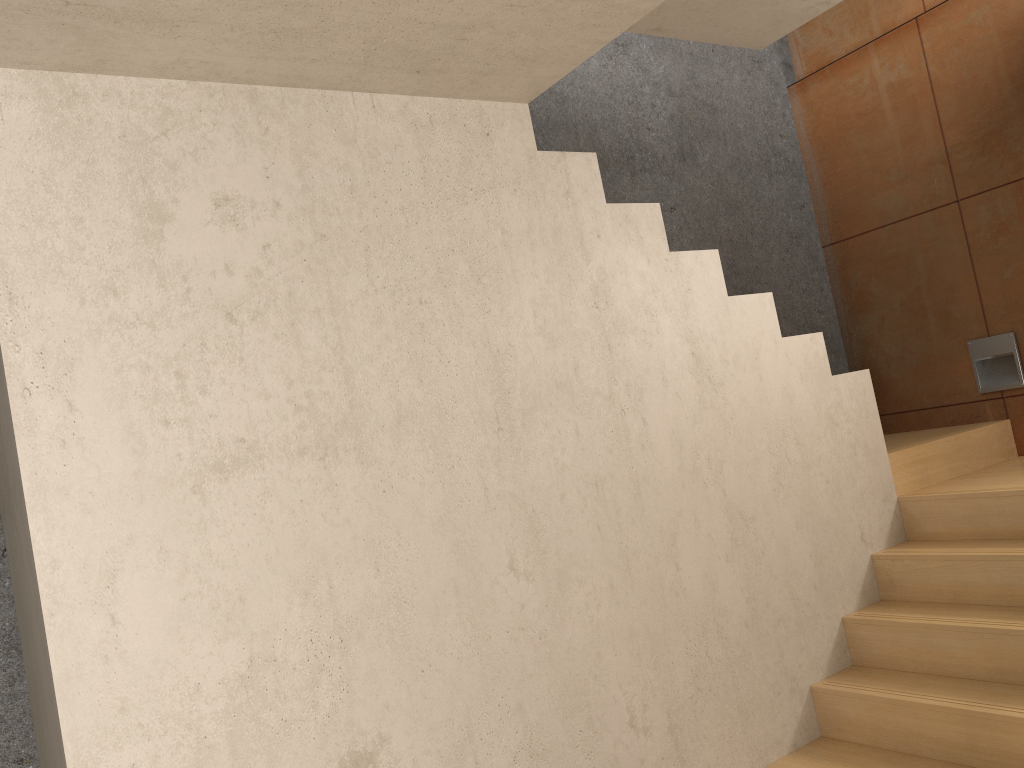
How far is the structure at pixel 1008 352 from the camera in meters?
4.2 m

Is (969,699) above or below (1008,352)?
below

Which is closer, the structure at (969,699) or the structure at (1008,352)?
the structure at (969,699)

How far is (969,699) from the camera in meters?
2.8

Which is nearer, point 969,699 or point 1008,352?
point 969,699

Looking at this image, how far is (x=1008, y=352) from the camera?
4.17m

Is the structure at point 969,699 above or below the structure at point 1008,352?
below

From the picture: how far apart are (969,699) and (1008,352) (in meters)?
2.01

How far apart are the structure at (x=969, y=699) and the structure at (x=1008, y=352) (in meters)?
0.18

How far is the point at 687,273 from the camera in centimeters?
319cm
